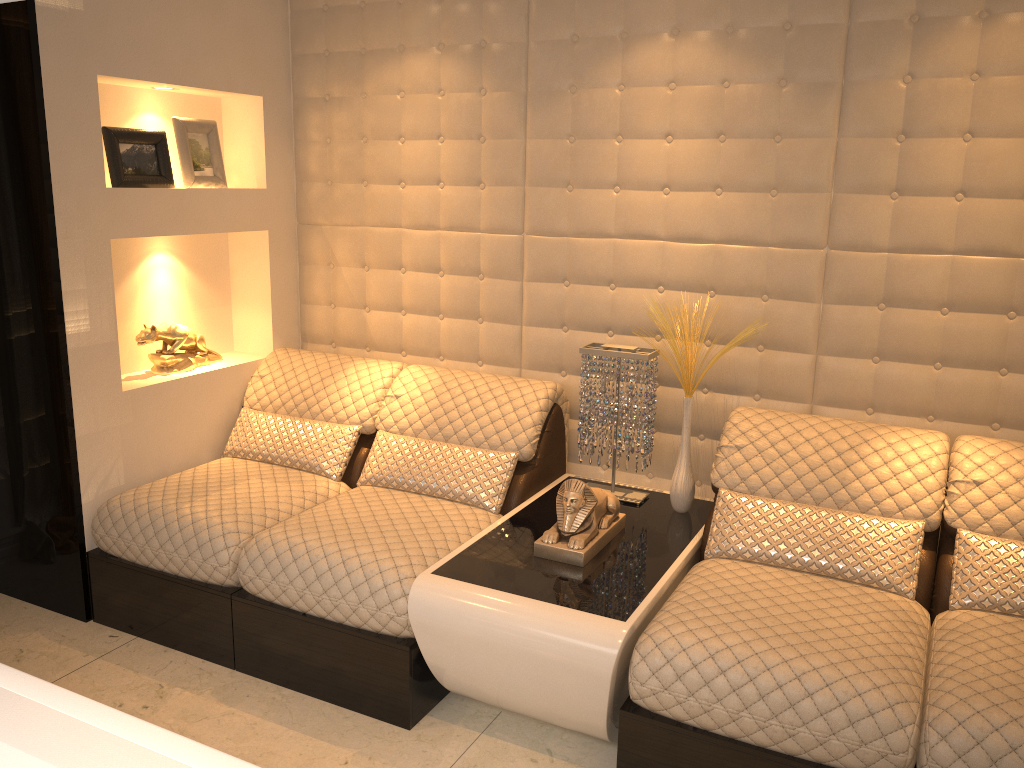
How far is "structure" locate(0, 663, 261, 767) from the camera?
1.09m

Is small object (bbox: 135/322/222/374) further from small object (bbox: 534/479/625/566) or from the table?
small object (bbox: 534/479/625/566)

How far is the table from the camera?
2.18m

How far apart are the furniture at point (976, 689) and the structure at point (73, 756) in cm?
122

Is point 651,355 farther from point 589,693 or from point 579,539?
point 589,693

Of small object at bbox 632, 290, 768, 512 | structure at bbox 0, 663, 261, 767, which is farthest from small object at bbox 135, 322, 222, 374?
structure at bbox 0, 663, 261, 767

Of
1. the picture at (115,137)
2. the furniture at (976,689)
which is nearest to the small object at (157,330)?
the picture at (115,137)

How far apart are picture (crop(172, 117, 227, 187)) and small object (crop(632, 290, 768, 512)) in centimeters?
182cm

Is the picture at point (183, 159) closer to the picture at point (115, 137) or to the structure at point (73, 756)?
the picture at point (115, 137)

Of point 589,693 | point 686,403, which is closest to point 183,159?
→ point 686,403
